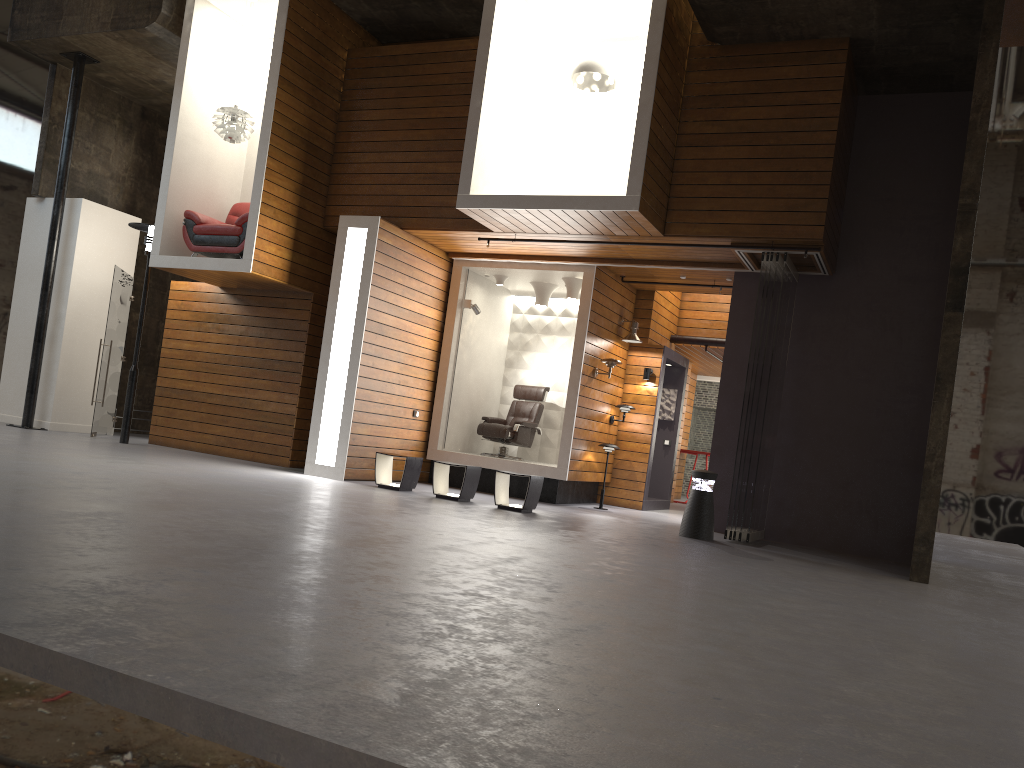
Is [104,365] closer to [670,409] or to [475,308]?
[475,308]

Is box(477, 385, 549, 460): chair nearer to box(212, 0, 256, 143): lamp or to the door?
box(212, 0, 256, 143): lamp

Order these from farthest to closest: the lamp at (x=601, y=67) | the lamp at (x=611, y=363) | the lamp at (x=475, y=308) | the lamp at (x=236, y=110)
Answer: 1. the lamp at (x=475, y=308)
2. the lamp at (x=611, y=363)
3. the lamp at (x=236, y=110)
4. the lamp at (x=601, y=67)

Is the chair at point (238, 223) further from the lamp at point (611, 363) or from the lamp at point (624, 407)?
the lamp at point (624, 407)

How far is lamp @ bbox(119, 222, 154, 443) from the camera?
11.5 meters

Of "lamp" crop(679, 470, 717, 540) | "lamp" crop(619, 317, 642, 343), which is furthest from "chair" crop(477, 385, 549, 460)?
"lamp" crop(679, 470, 717, 540)

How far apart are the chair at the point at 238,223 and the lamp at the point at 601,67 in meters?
4.1 m

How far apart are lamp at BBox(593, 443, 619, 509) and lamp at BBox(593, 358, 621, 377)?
1.0m

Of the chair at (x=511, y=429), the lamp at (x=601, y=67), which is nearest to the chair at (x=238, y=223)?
the chair at (x=511, y=429)

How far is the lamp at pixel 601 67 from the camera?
9.42m
